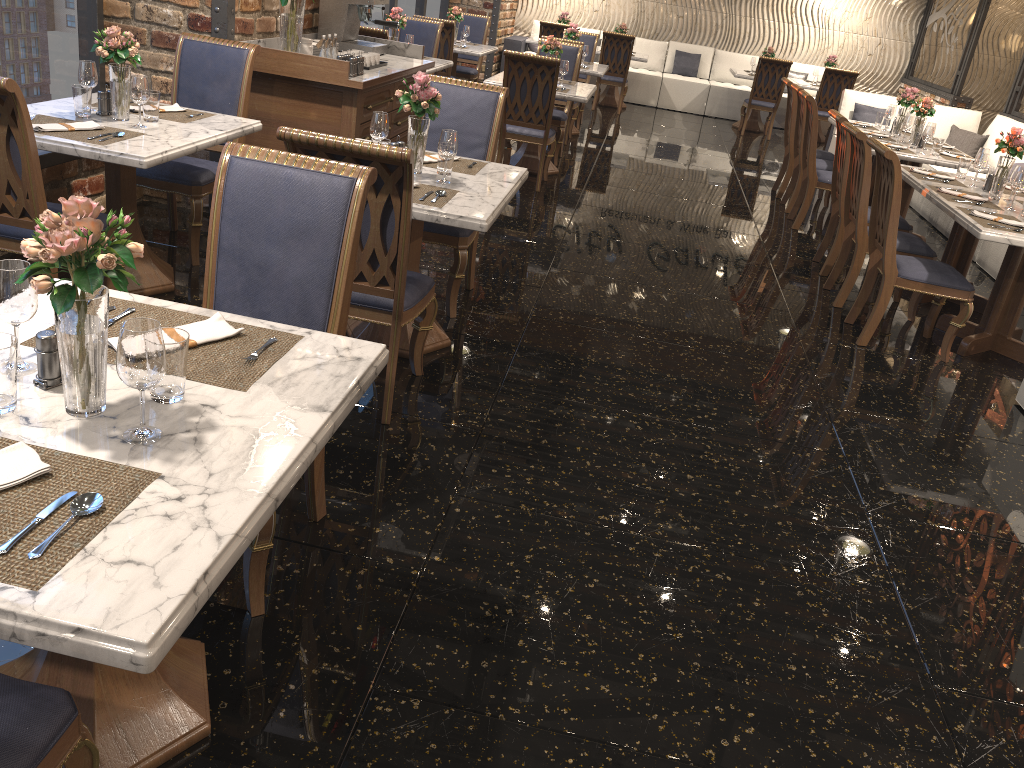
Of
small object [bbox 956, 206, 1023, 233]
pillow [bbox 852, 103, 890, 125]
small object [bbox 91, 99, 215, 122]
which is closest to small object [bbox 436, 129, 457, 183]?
small object [bbox 91, 99, 215, 122]

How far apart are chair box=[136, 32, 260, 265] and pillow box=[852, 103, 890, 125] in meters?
7.0

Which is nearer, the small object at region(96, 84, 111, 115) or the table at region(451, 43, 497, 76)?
the small object at region(96, 84, 111, 115)

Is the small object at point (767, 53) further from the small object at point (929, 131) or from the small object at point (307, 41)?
the small object at point (307, 41)

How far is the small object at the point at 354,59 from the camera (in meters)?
4.97

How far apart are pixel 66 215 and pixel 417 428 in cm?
192

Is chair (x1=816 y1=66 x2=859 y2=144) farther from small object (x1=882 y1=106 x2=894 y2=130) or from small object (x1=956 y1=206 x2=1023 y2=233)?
small object (x1=956 y1=206 x2=1023 y2=233)

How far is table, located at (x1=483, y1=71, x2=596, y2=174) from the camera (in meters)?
7.06

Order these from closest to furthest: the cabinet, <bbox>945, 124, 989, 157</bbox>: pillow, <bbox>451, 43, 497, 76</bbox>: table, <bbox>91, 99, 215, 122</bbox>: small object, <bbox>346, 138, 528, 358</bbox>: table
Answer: <bbox>346, 138, 528, 358</bbox>: table
<bbox>91, 99, 215, 122</bbox>: small object
the cabinet
<bbox>945, 124, 989, 157</bbox>: pillow
<bbox>451, 43, 497, 76</bbox>: table

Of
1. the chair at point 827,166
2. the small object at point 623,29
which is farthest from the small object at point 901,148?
the small object at point 623,29
